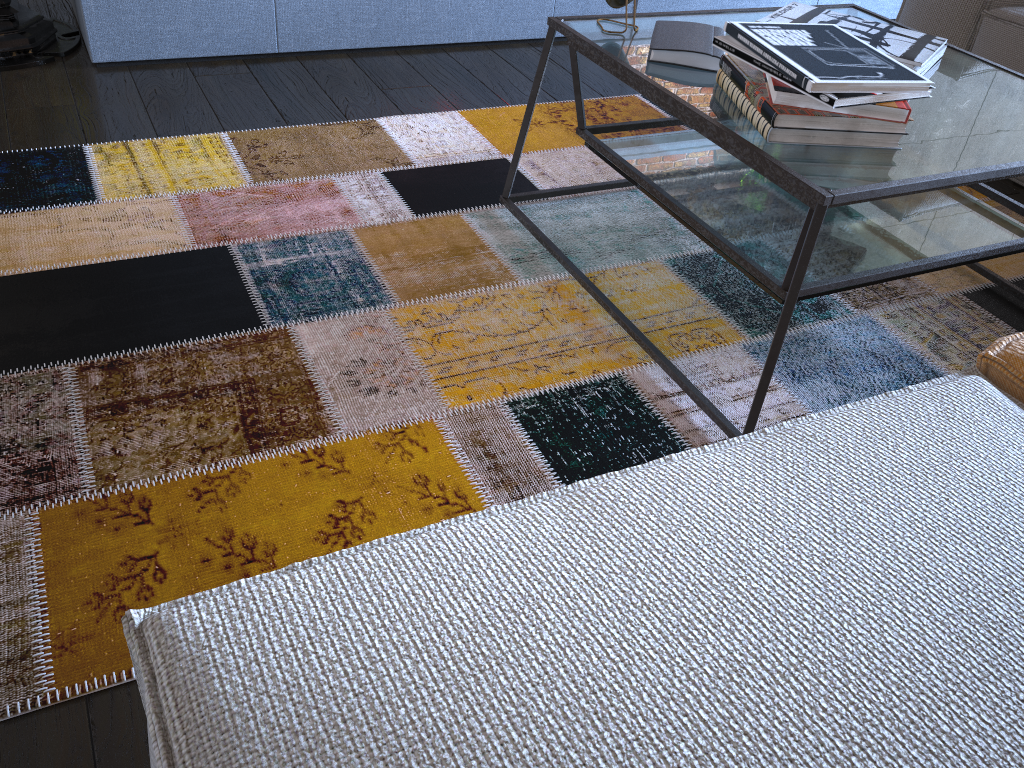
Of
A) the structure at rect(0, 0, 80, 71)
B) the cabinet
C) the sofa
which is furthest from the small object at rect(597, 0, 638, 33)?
the structure at rect(0, 0, 80, 71)

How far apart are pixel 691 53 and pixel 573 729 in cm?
124

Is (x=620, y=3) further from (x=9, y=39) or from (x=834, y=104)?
(x=9, y=39)

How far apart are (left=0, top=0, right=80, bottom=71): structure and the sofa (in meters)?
2.15

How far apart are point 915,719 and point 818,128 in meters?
0.9 m

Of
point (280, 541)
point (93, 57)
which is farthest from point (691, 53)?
point (93, 57)

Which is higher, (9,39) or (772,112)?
(772,112)

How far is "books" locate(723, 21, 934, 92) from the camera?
1.2 meters

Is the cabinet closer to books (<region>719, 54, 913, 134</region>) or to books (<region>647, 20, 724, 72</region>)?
books (<region>647, 20, 724, 72</region>)

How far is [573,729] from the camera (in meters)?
0.54
